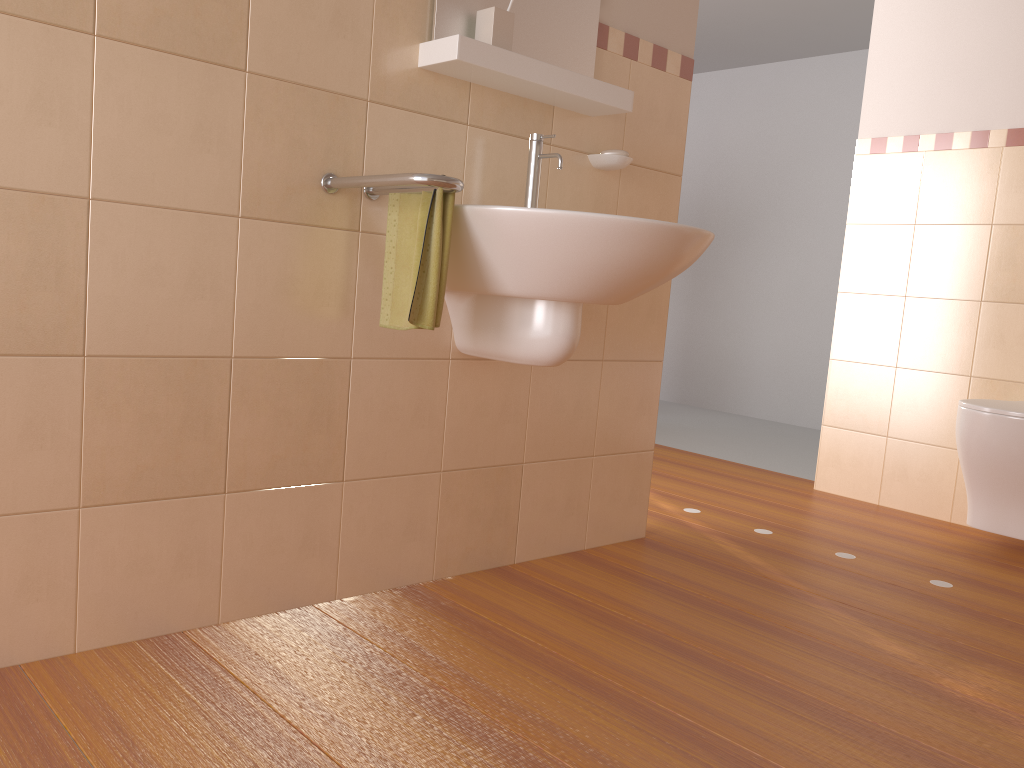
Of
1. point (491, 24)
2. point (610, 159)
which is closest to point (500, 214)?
point (491, 24)

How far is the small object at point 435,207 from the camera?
1.69m

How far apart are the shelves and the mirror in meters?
0.0 m

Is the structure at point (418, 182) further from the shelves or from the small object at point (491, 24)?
the small object at point (491, 24)

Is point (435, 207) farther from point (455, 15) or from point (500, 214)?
point (455, 15)

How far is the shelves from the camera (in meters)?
1.83

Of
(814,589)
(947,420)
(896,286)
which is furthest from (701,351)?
(814,589)

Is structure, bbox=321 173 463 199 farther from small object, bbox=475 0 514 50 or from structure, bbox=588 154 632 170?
structure, bbox=588 154 632 170

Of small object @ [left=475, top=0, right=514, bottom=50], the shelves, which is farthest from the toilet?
small object @ [left=475, top=0, right=514, bottom=50]

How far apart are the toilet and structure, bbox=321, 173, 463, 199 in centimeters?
186cm
